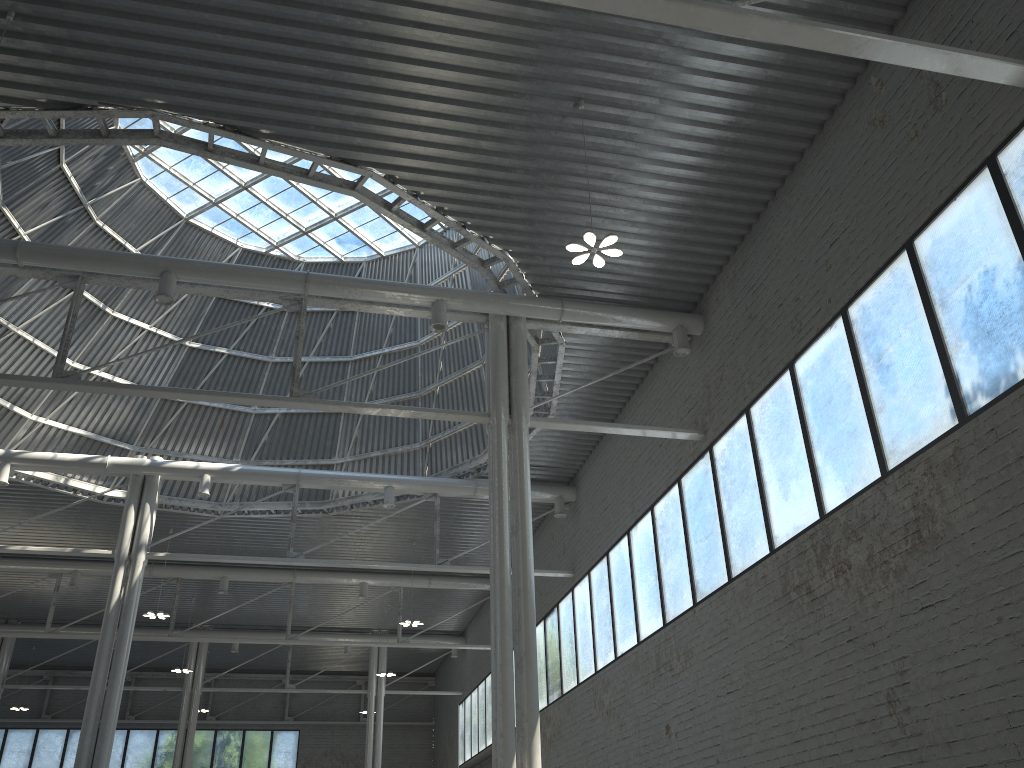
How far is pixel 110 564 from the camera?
43.01m
